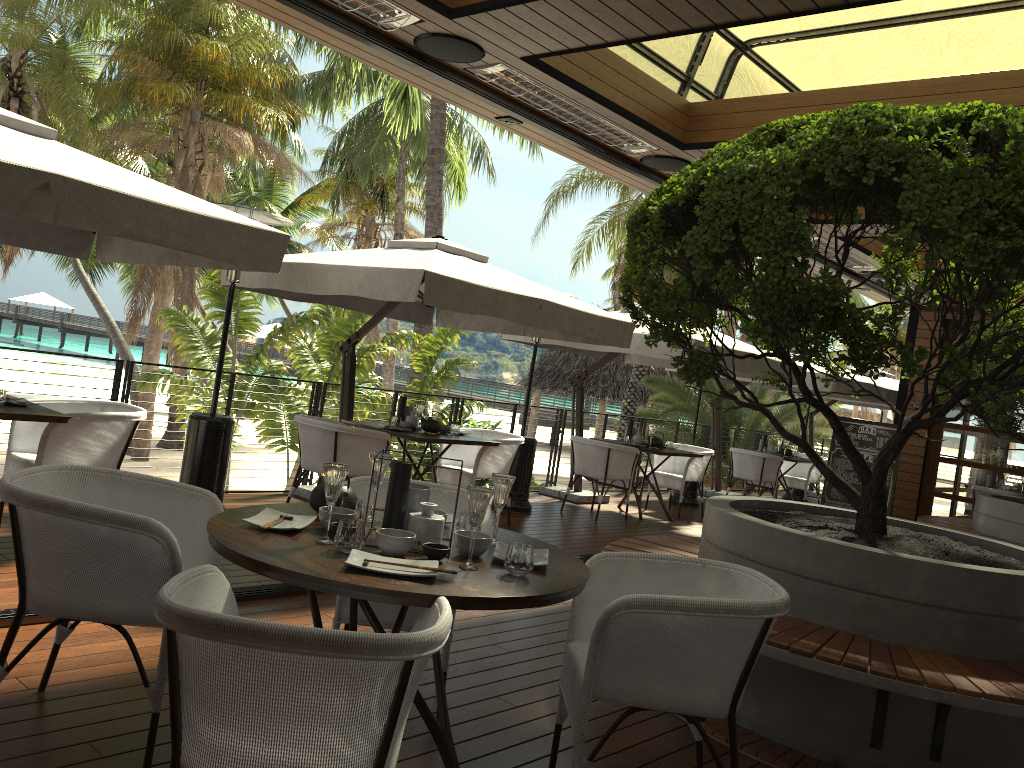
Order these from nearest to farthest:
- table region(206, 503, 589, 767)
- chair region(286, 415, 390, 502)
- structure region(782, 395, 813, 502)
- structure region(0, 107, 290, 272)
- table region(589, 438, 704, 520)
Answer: table region(206, 503, 589, 767) < structure region(0, 107, 290, 272) < chair region(286, 415, 390, 502) < table region(589, 438, 704, 520) < structure region(782, 395, 813, 502)

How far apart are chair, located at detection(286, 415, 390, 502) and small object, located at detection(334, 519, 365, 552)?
3.7m

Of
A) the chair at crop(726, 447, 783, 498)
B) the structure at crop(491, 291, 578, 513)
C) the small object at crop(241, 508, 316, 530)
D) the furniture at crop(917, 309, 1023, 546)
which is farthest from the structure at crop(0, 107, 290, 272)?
the chair at crop(726, 447, 783, 498)

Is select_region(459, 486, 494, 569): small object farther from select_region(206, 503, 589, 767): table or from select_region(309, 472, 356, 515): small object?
select_region(309, 472, 356, 515): small object

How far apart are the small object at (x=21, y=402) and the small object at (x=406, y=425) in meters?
2.8

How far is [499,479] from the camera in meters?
2.9 m

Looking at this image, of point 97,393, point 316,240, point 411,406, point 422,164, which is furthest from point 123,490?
point 97,393

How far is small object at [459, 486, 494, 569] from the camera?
2.5 meters

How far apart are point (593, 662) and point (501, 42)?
3.20m

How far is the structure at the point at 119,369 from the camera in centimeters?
646cm
